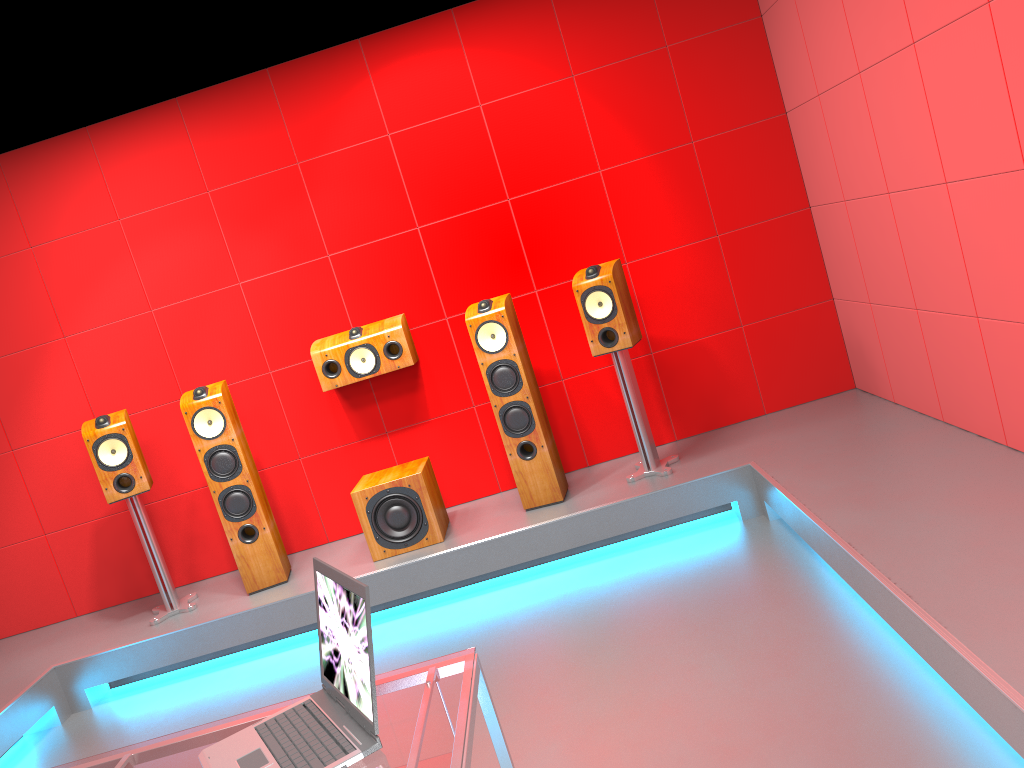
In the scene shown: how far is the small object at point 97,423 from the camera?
4.3 meters

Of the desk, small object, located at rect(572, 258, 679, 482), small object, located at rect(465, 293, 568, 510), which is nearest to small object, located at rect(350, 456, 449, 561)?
small object, located at rect(465, 293, 568, 510)

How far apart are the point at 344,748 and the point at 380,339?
3.11m

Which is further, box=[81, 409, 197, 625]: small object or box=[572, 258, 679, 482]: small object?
box=[81, 409, 197, 625]: small object

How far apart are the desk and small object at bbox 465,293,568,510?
2.45m

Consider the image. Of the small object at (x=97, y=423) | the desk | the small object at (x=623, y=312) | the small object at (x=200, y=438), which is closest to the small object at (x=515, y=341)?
the small object at (x=623, y=312)

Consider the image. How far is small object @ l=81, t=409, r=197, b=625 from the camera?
4.29m

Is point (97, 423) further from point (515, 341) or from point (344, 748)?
Result: point (344, 748)

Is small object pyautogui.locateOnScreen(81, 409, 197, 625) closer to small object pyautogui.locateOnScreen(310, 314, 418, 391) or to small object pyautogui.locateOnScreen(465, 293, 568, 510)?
small object pyautogui.locateOnScreen(310, 314, 418, 391)

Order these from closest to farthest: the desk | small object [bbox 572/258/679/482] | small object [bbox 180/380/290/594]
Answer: the desk → small object [bbox 572/258/679/482] → small object [bbox 180/380/290/594]
